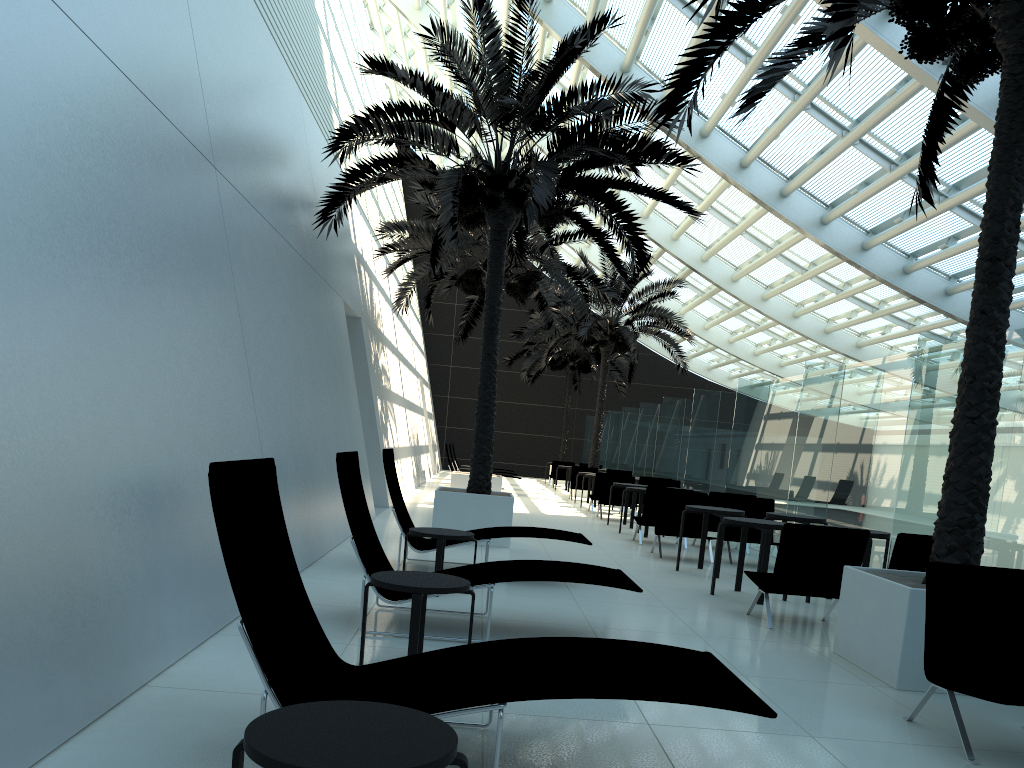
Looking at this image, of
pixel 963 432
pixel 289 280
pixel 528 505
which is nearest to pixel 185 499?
pixel 289 280

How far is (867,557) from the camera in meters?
8.2

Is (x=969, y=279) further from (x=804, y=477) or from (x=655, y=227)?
(x=655, y=227)

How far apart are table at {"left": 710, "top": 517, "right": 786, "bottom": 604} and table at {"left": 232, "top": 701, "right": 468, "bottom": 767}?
6.33m

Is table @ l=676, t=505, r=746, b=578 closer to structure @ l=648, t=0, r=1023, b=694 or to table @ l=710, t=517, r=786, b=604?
table @ l=710, t=517, r=786, b=604

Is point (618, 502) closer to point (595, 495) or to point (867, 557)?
point (595, 495)

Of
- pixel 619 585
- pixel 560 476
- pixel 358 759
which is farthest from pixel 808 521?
pixel 560 476

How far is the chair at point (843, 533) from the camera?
6.9m

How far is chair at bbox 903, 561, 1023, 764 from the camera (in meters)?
4.45

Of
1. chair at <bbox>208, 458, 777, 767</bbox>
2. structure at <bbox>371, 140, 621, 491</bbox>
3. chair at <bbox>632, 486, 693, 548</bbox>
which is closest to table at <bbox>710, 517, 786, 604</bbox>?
chair at <bbox>632, 486, 693, 548</bbox>
